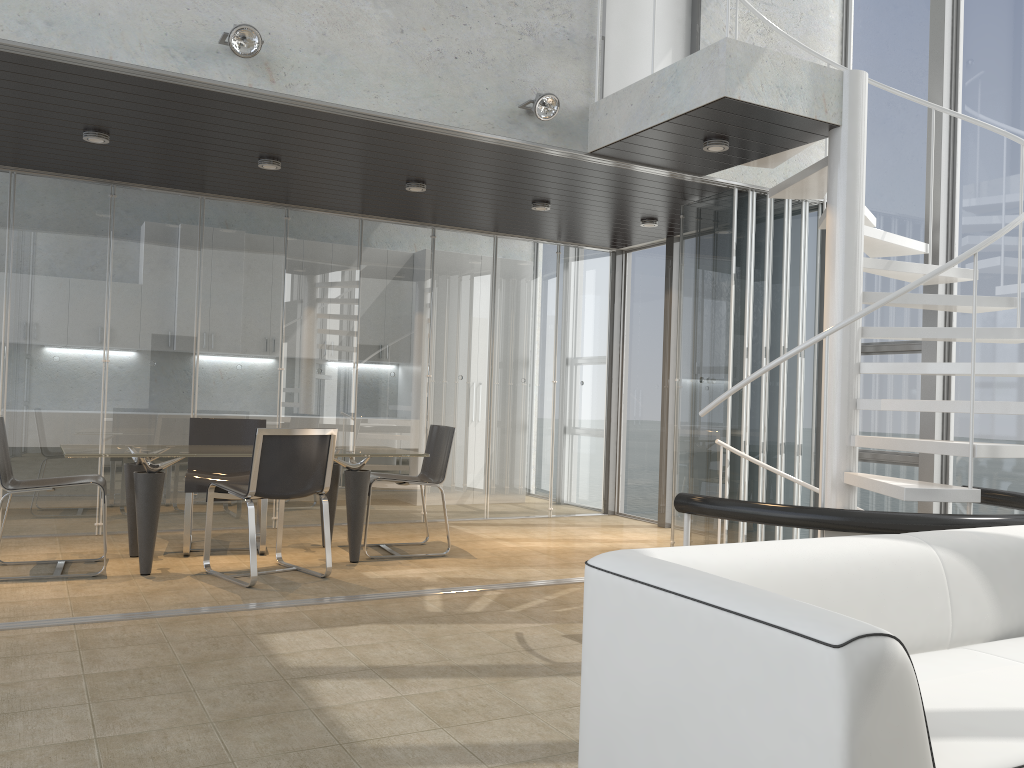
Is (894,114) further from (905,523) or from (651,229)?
(905,523)

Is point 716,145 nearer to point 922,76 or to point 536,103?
point 536,103

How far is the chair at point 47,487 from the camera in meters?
5.2

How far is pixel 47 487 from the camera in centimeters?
515cm

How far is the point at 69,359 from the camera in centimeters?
664cm

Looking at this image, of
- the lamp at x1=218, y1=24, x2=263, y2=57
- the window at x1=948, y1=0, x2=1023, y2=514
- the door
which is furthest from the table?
the window at x1=948, y1=0, x2=1023, y2=514

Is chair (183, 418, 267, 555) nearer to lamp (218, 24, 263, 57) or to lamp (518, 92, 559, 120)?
lamp (218, 24, 263, 57)

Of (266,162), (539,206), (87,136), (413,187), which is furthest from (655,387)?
(87,136)

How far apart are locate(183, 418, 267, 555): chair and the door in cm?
343

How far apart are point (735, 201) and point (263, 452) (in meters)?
3.61
